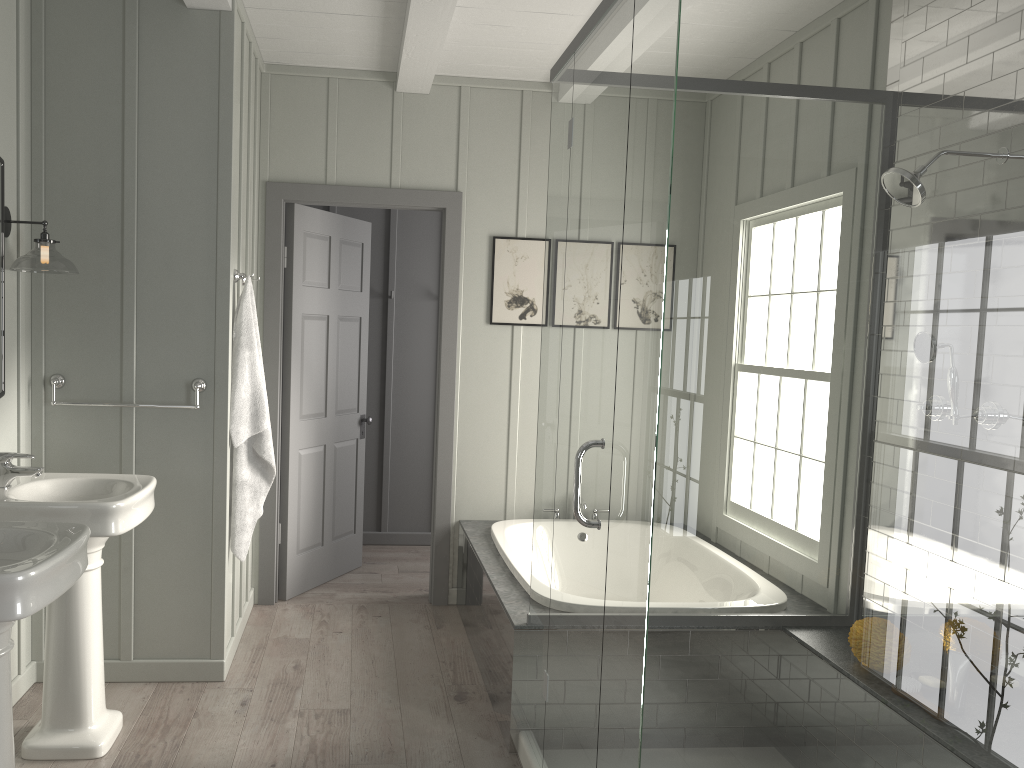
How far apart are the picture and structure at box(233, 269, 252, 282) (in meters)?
1.45

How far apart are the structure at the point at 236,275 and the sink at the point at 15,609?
1.5m

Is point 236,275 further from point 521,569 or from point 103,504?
point 521,569

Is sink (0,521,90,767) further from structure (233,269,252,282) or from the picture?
the picture

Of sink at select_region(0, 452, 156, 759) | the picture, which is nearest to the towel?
sink at select_region(0, 452, 156, 759)

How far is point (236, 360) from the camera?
3.6 meters

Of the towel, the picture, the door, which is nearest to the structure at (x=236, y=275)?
the towel

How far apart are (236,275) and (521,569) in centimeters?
168cm

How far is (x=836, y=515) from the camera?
1.9 meters

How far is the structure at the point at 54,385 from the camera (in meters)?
3.35
